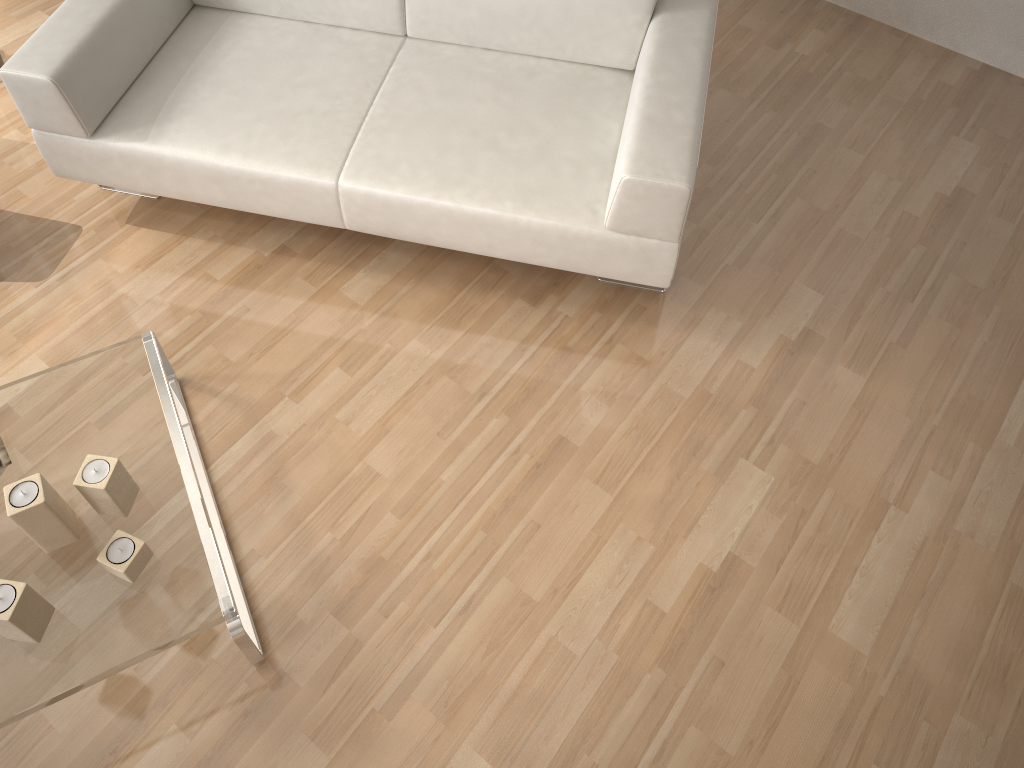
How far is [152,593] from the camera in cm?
177

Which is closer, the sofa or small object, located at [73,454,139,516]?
small object, located at [73,454,139,516]

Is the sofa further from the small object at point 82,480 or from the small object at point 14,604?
the small object at point 14,604

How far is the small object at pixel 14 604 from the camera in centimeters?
161cm

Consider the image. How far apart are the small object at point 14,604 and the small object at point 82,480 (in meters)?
0.21

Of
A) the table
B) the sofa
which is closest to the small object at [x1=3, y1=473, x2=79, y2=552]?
the table

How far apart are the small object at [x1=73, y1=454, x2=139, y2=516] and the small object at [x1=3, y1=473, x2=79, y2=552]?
0.05m

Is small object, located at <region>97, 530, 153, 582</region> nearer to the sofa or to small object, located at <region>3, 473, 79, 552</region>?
small object, located at <region>3, 473, 79, 552</region>

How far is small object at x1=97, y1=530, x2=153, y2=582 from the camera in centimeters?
174cm

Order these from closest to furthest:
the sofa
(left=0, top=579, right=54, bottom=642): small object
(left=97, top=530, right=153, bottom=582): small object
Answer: (left=0, top=579, right=54, bottom=642): small object < (left=97, top=530, right=153, bottom=582): small object < the sofa
